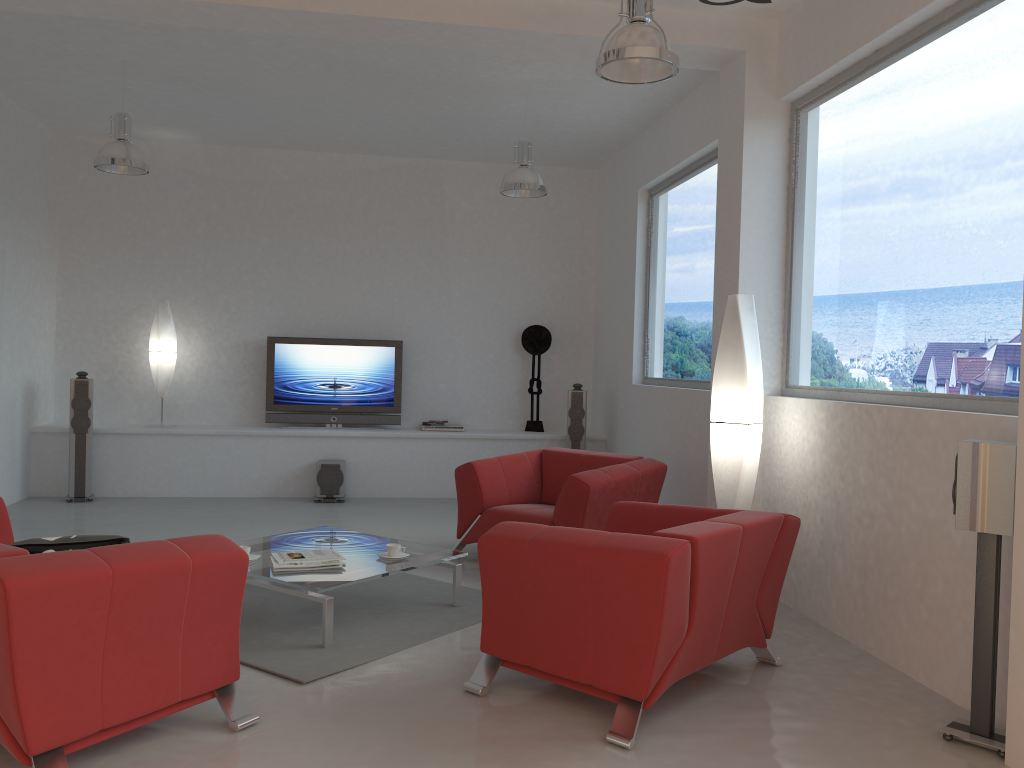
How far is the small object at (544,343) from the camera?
9.3 meters

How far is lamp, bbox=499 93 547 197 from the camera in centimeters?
684cm

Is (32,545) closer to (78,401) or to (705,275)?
(705,275)

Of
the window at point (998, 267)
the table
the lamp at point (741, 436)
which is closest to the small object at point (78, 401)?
the table

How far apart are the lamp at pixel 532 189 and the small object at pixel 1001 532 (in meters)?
4.26

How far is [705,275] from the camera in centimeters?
684cm

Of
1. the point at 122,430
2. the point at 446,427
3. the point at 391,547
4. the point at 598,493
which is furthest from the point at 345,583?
the point at 122,430

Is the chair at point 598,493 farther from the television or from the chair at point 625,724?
the television

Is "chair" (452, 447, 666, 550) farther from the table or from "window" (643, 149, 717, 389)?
"window" (643, 149, 717, 389)

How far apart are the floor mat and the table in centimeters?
3cm
